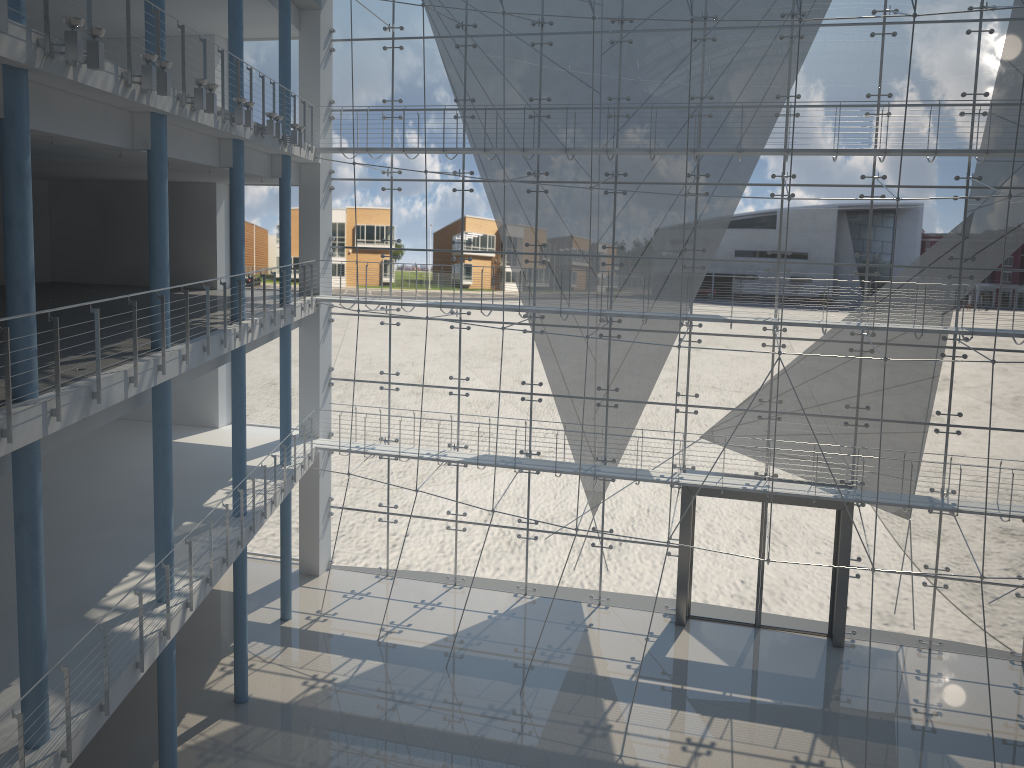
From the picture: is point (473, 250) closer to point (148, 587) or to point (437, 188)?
point (437, 188)

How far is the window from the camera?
2.7 meters

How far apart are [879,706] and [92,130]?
2.45m

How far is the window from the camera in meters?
2.7 m

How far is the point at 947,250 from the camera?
2.7m
